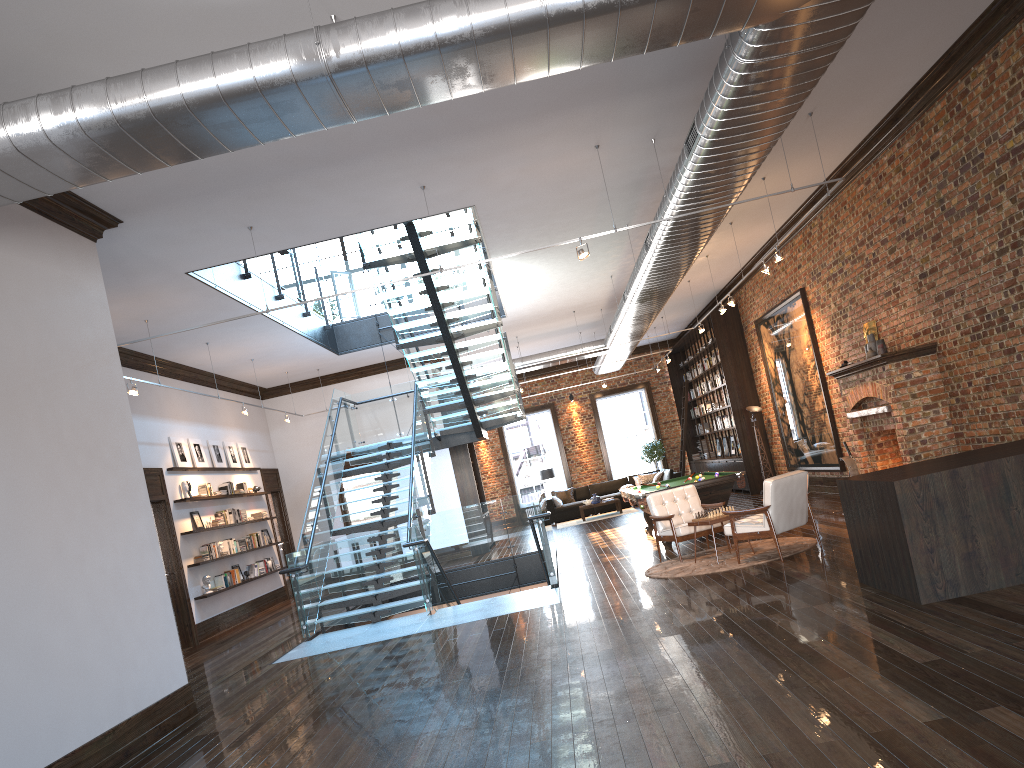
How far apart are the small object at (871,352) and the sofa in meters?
11.3 m

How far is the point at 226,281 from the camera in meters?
11.0 m

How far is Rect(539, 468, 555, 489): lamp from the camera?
23.9m

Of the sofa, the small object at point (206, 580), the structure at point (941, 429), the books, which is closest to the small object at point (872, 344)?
the structure at point (941, 429)

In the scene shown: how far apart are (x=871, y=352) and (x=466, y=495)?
9.6m

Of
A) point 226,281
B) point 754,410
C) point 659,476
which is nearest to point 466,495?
point 754,410

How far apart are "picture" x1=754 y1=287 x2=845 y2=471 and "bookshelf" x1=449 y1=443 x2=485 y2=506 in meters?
6.3 m

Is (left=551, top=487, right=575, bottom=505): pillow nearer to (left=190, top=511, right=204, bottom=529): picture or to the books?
the books

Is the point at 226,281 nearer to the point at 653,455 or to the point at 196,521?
the point at 196,521

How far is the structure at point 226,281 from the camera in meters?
11.0
